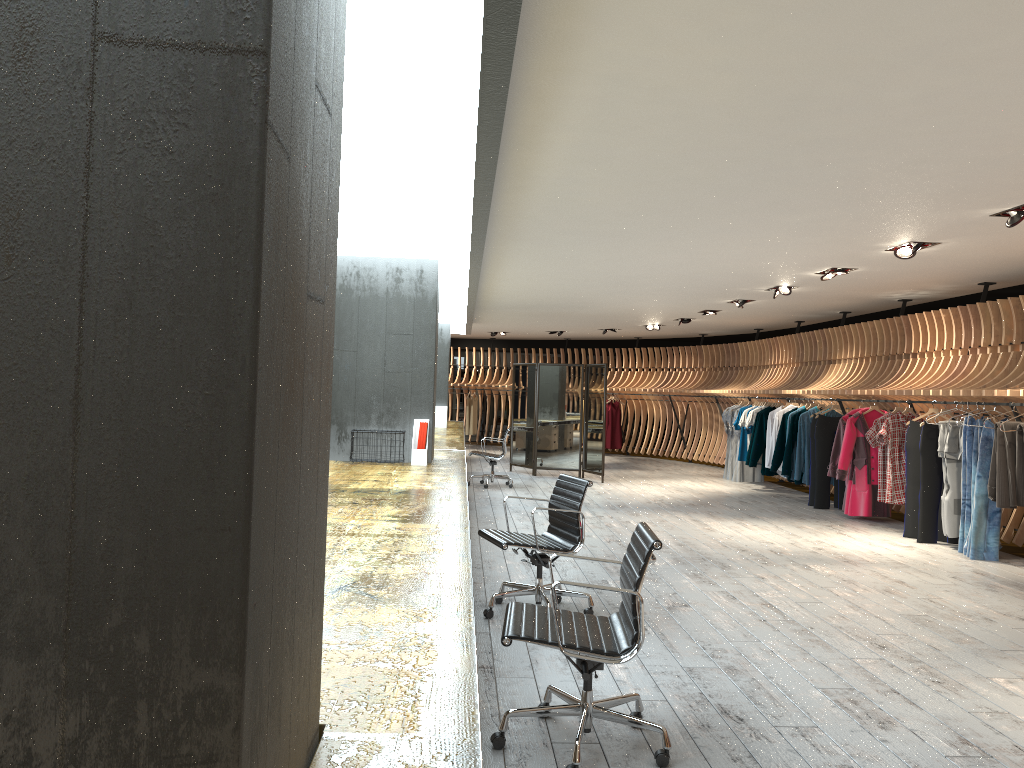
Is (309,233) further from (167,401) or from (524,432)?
(524,432)

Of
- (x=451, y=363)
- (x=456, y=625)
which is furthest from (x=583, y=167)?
(x=451, y=363)

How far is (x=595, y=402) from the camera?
14.39m

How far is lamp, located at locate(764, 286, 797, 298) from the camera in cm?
1081

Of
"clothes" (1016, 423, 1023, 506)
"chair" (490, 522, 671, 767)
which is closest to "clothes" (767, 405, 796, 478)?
"clothes" (1016, 423, 1023, 506)

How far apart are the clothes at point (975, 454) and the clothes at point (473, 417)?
14.77m

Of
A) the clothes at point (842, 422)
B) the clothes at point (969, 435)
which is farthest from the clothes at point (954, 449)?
the clothes at point (842, 422)

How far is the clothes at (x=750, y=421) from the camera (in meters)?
14.05

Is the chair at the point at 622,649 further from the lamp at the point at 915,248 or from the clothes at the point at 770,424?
the clothes at the point at 770,424

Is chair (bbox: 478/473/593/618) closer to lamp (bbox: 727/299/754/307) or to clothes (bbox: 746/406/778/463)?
lamp (bbox: 727/299/754/307)
